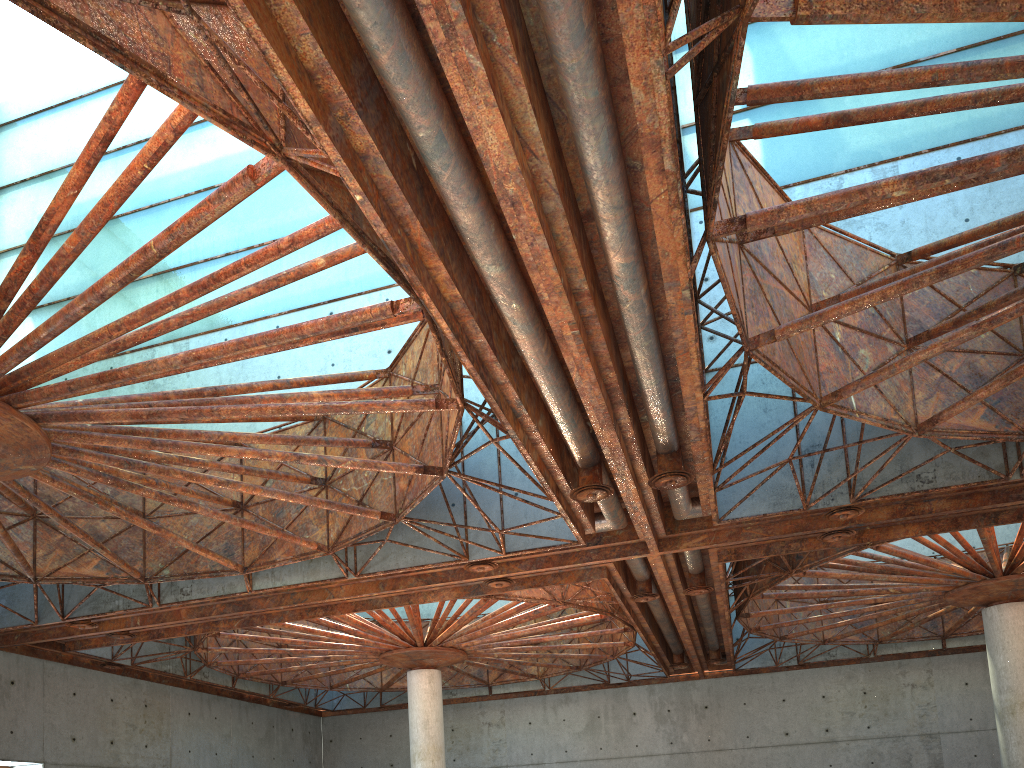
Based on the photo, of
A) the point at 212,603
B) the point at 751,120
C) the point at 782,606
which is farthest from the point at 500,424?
the point at 782,606
